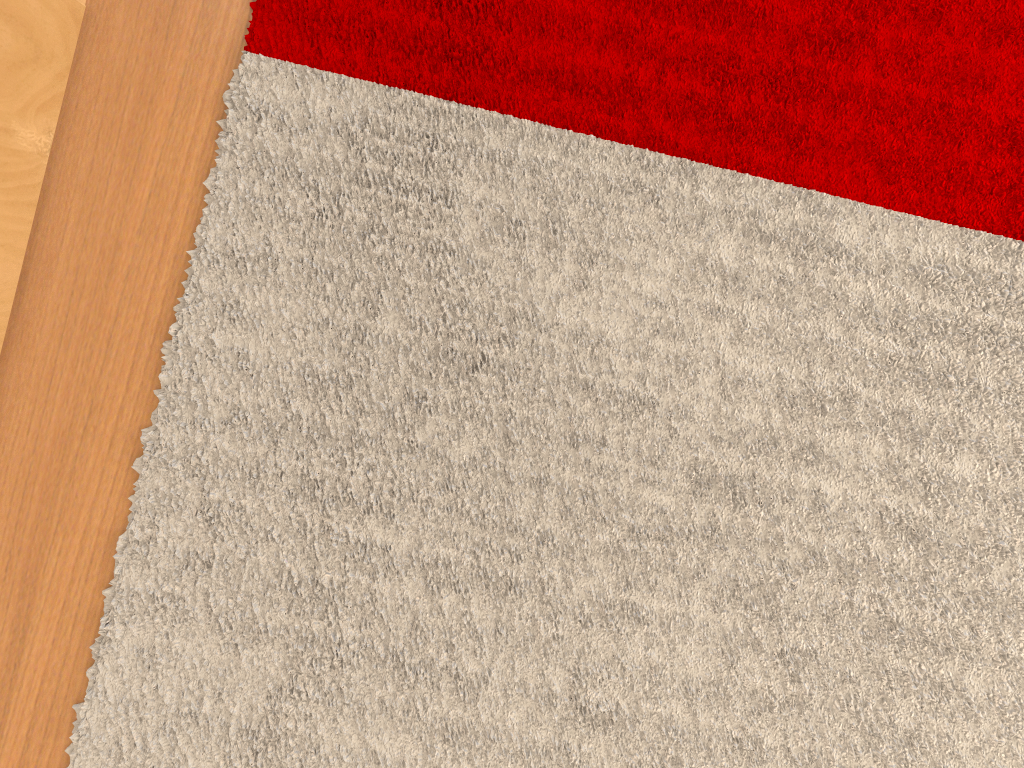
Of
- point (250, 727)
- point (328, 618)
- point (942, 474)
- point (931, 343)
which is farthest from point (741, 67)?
point (250, 727)

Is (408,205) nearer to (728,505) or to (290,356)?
(290,356)

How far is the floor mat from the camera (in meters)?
0.79

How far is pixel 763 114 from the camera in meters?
0.8 m

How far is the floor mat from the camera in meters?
0.8 m
